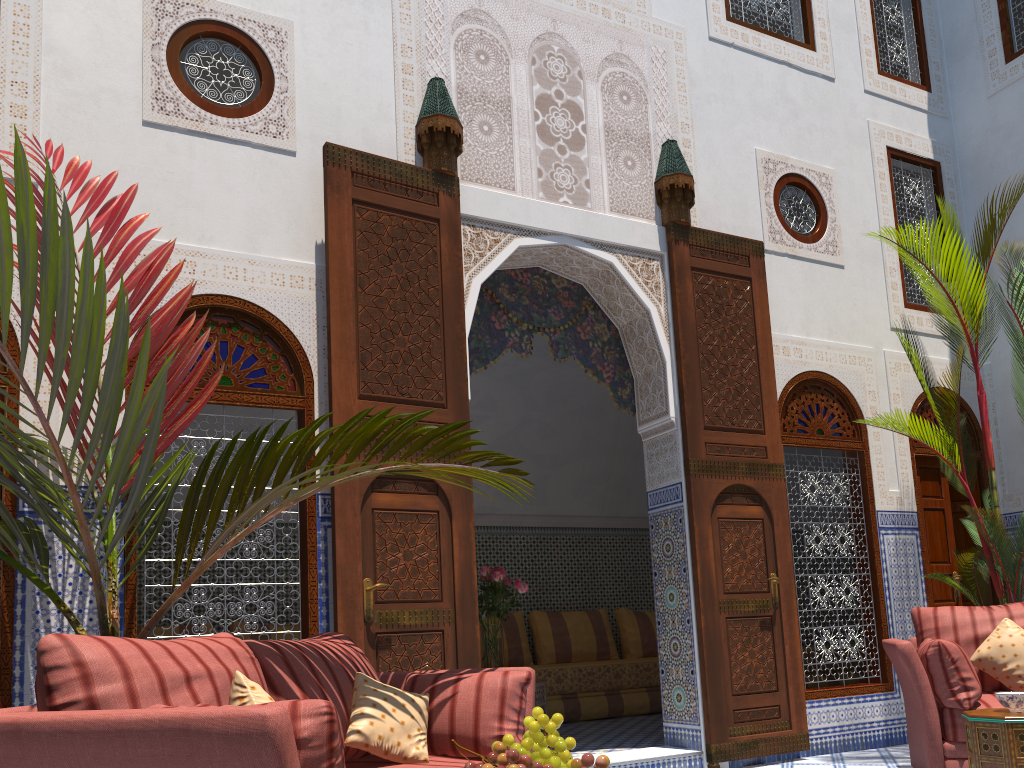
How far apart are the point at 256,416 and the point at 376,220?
2.4 meters

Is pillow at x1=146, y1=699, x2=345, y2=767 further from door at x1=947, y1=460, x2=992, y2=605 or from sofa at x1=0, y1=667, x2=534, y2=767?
door at x1=947, y1=460, x2=992, y2=605

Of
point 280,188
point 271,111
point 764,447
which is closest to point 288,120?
point 271,111

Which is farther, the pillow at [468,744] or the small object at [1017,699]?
the small object at [1017,699]

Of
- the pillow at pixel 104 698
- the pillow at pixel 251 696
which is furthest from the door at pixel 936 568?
the pillow at pixel 251 696

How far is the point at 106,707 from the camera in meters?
1.5 m

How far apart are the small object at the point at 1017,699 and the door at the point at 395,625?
1.7 meters

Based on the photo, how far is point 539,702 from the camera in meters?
4.3 m

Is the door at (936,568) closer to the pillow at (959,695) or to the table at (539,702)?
the pillow at (959,695)

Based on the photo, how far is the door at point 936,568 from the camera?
4.7m
